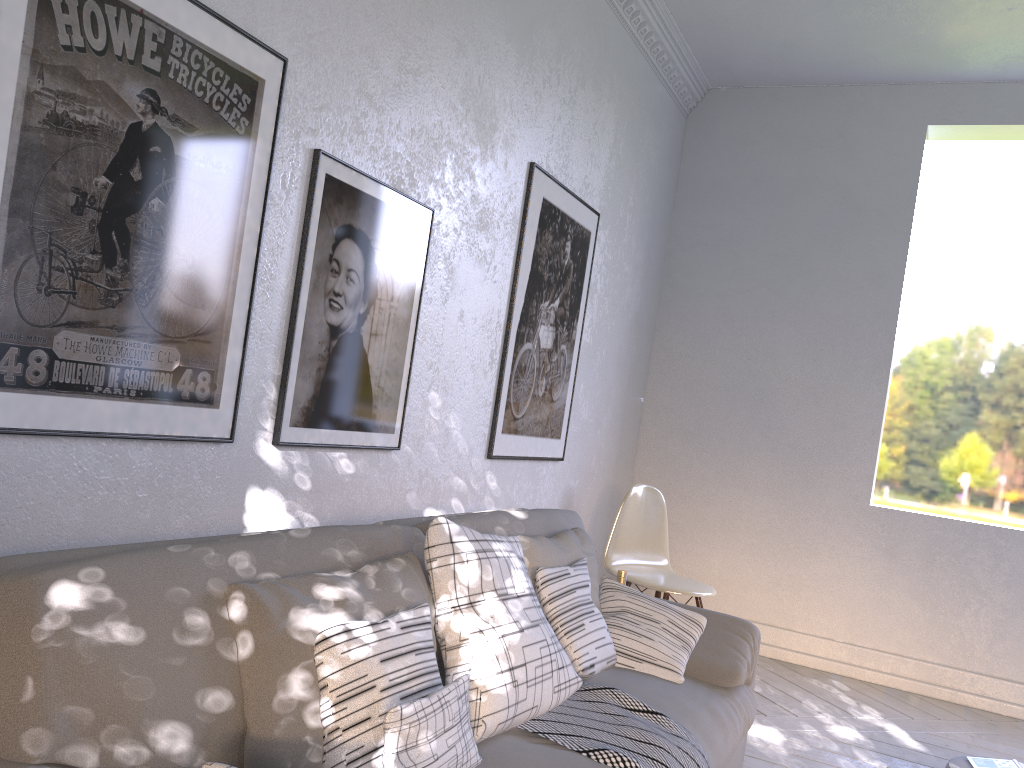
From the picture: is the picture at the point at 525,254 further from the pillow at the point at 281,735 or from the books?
the books

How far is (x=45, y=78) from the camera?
1.3 meters

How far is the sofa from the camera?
0.97m

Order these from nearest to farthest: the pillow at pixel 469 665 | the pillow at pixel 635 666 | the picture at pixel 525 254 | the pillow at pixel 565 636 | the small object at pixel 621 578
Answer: the pillow at pixel 469 665 → the pillow at pixel 565 636 → the pillow at pixel 635 666 → the picture at pixel 525 254 → the small object at pixel 621 578

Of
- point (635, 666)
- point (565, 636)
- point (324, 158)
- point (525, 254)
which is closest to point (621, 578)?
point (635, 666)

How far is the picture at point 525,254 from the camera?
2.87m

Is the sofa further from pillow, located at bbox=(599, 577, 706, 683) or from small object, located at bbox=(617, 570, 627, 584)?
small object, located at bbox=(617, 570, 627, 584)

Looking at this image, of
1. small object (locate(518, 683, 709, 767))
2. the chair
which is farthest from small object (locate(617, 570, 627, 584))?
small object (locate(518, 683, 709, 767))

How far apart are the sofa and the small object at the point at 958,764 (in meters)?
0.60

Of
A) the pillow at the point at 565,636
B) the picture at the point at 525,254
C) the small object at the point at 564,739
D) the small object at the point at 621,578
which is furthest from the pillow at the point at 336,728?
the small object at the point at 621,578
